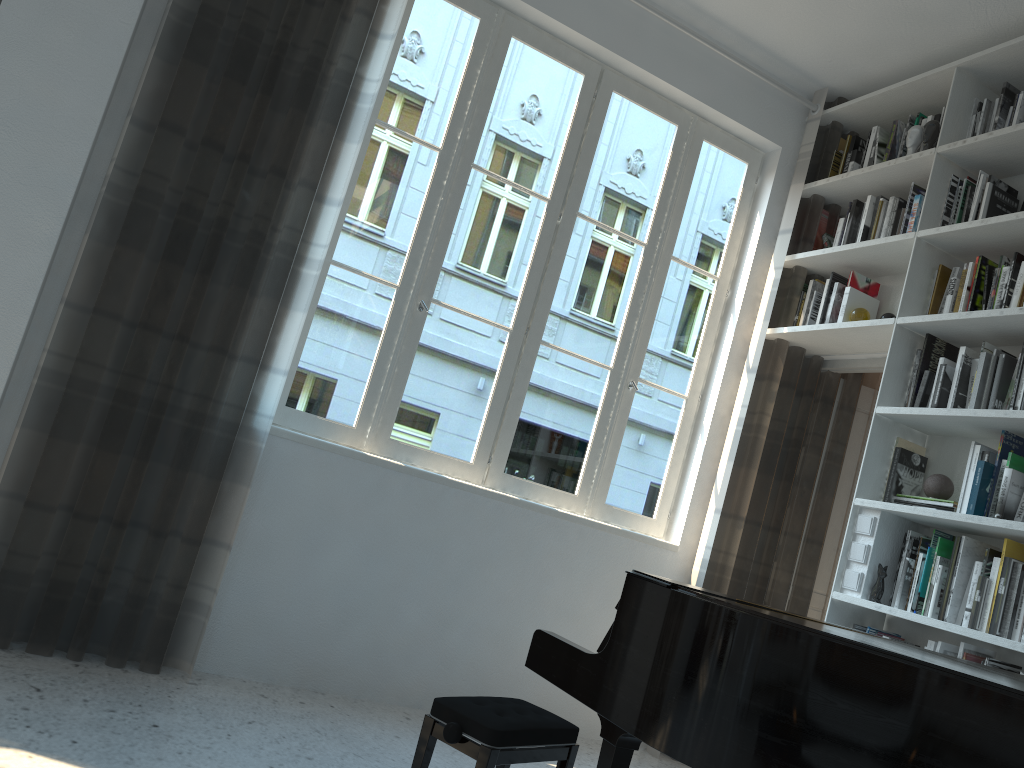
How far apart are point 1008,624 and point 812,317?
1.69m

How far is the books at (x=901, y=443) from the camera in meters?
3.5

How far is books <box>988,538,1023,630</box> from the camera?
2.9 meters

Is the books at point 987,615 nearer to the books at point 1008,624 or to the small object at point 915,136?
the books at point 1008,624

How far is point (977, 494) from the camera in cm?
306

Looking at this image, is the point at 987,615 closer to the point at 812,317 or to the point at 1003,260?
the point at 1003,260

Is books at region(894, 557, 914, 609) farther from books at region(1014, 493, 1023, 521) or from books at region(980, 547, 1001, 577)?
books at region(1014, 493, 1023, 521)

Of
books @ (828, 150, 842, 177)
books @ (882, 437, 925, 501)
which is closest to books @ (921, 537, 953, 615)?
books @ (882, 437, 925, 501)

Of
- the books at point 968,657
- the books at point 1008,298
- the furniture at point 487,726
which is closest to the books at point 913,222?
the books at point 1008,298

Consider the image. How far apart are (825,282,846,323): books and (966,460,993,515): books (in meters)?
1.07
